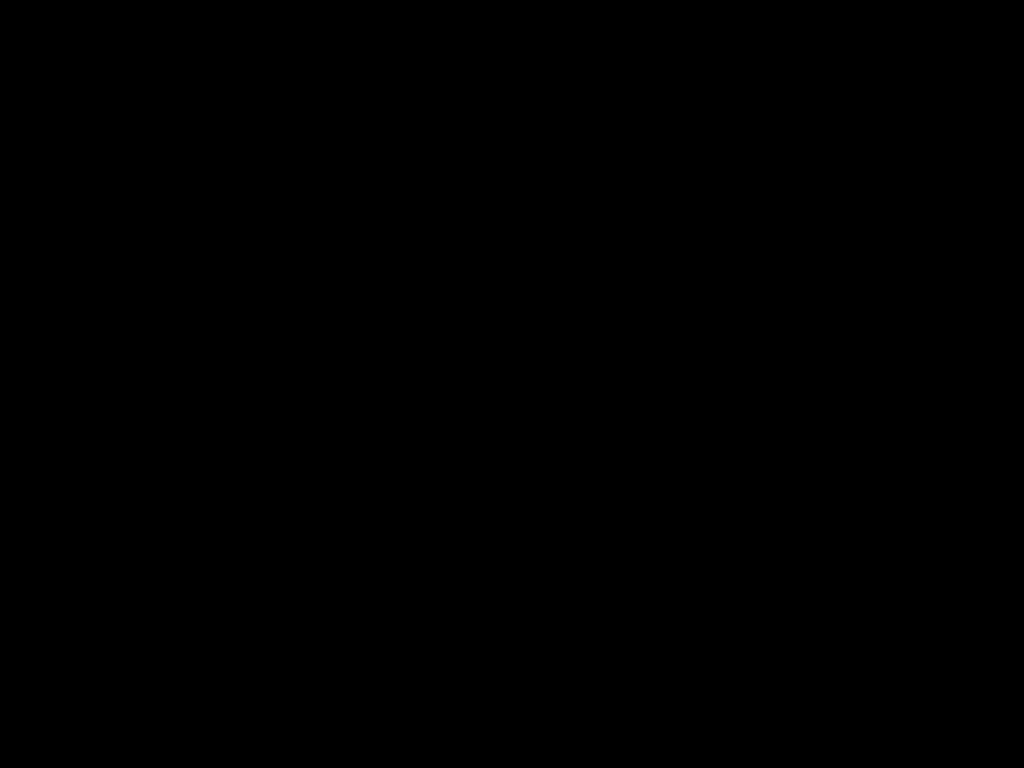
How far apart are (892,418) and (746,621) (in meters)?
1.41

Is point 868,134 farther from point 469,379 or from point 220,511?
point 220,511
